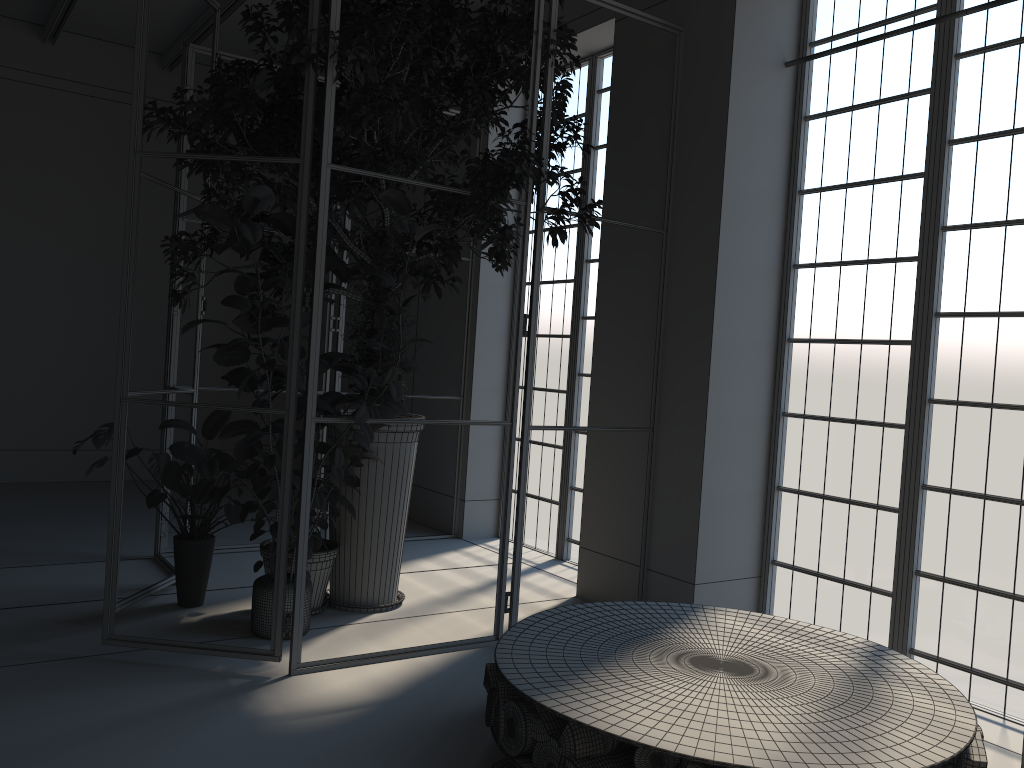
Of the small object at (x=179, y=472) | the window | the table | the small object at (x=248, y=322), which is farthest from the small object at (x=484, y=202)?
the table

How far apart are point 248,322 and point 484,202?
1.5 meters

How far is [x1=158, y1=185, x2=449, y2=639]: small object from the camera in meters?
3.7 m

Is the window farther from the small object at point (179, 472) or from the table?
the small object at point (179, 472)

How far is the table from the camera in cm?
264

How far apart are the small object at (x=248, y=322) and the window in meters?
2.1 m

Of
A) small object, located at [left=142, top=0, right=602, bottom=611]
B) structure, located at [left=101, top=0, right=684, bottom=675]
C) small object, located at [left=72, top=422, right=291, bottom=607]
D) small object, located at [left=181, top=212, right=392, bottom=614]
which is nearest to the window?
structure, located at [left=101, top=0, right=684, bottom=675]

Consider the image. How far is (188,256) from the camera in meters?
4.6 m

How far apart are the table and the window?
0.78m

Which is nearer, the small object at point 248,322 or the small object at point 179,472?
the small object at point 179,472
